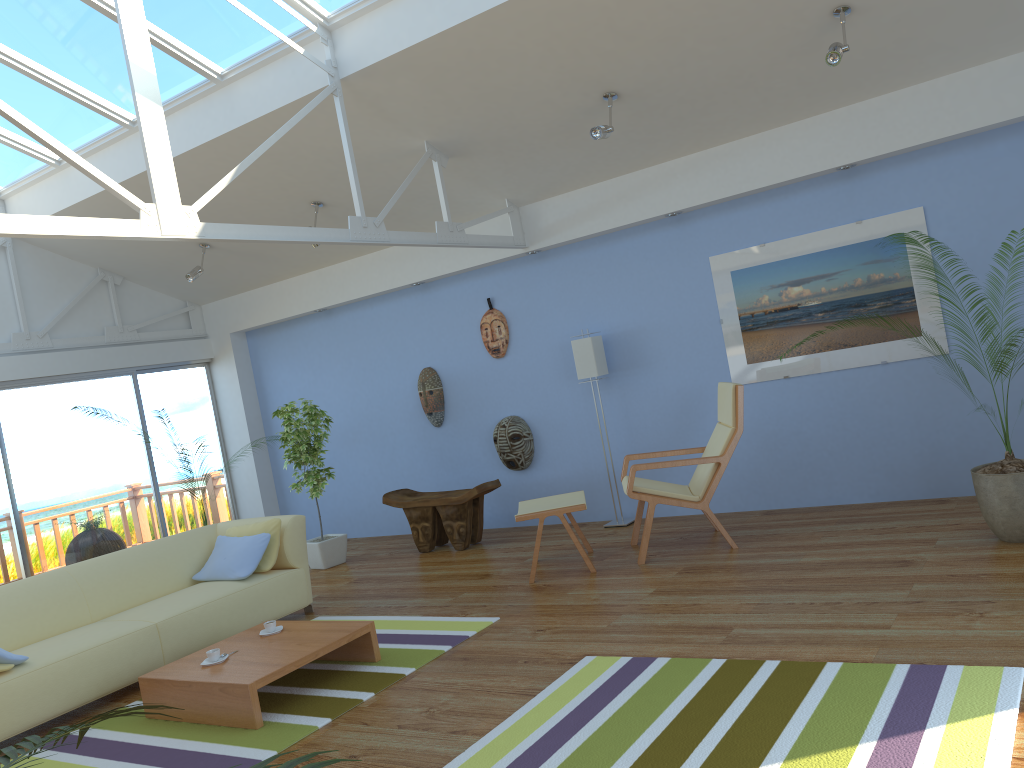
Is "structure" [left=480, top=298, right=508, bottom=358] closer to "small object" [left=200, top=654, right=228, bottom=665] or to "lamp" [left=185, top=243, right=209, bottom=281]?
"lamp" [left=185, top=243, right=209, bottom=281]

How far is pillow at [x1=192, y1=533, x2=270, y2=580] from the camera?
5.44m

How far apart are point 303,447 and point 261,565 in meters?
1.7 m

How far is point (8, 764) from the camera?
1.3m

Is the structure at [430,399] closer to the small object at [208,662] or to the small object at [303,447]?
the small object at [303,447]

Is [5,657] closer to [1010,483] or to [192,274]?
[192,274]

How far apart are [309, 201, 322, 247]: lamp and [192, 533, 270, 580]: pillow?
2.7m

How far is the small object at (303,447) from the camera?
7.1m

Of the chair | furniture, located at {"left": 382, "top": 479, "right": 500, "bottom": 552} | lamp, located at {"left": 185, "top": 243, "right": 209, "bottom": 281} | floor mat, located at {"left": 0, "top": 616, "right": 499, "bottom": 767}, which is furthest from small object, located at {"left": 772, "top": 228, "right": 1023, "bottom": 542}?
lamp, located at {"left": 185, "top": 243, "right": 209, "bottom": 281}

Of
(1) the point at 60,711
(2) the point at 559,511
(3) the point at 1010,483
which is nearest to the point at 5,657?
(1) the point at 60,711
